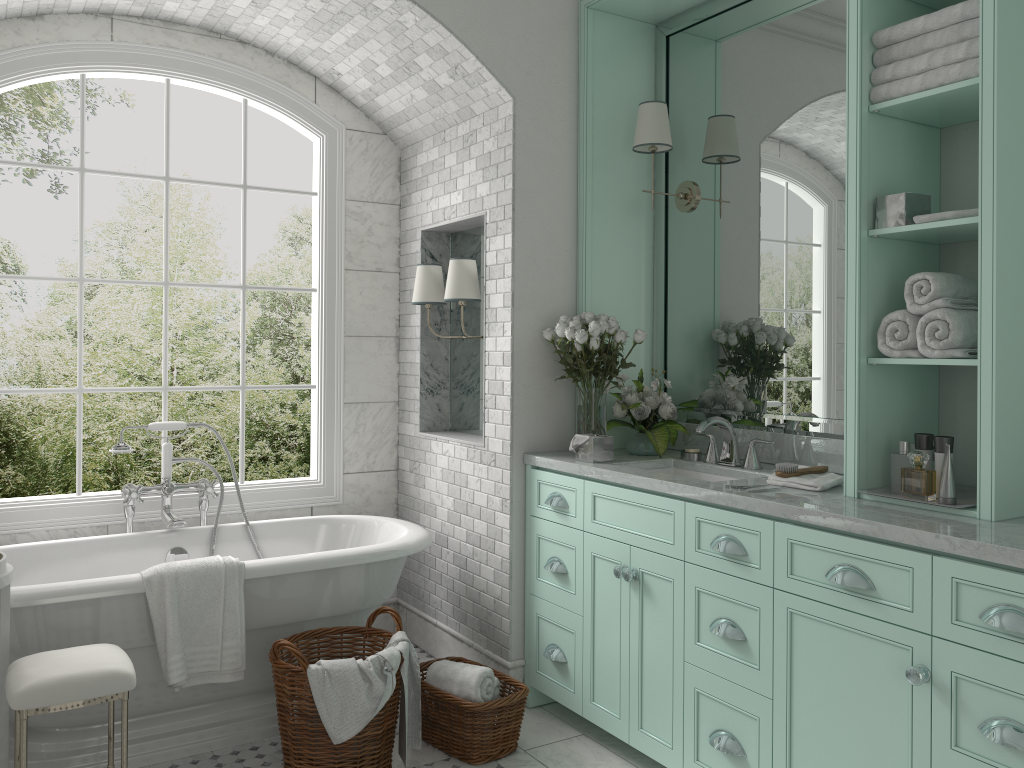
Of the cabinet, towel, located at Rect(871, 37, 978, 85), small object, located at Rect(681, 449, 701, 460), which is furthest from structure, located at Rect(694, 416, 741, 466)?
towel, located at Rect(871, 37, 978, 85)

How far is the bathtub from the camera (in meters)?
3.25

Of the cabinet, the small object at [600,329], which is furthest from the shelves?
the cabinet

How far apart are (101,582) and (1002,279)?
3.2 meters

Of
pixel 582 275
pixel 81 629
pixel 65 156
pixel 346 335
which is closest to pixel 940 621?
pixel 582 275

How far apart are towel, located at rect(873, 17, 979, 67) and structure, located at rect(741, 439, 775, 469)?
1.5m

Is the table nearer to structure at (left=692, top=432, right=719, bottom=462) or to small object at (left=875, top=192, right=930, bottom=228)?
structure at (left=692, top=432, right=719, bottom=462)

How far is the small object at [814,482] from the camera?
3.0m

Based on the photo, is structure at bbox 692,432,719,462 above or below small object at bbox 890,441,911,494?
above

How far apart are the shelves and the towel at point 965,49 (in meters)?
0.02
